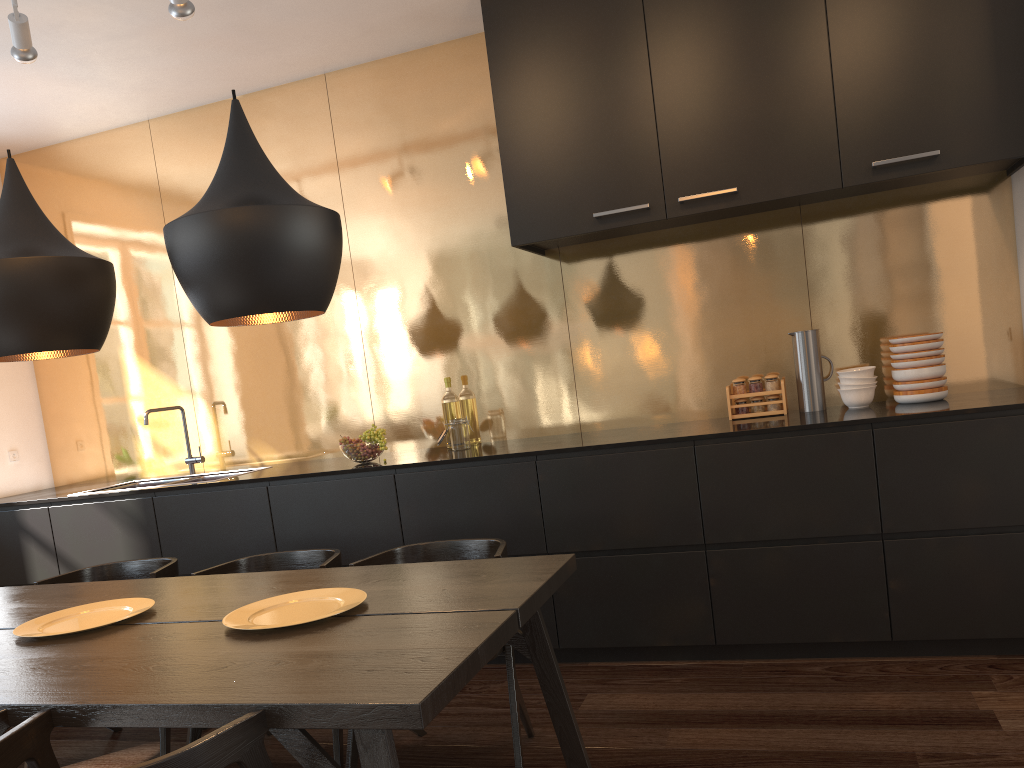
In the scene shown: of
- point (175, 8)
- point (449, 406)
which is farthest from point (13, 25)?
point (449, 406)

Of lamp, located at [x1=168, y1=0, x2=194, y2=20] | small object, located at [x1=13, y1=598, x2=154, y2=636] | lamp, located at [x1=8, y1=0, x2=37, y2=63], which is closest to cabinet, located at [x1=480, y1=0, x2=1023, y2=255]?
lamp, located at [x1=168, y1=0, x2=194, y2=20]

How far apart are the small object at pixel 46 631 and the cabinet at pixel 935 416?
1.32m

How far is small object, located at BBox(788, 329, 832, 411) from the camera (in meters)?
3.69

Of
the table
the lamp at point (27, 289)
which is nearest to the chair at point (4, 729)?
the table

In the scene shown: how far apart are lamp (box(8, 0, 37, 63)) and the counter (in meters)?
1.91

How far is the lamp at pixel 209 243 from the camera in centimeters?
195cm

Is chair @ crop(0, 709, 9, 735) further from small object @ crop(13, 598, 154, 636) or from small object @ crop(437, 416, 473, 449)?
small object @ crop(437, 416, 473, 449)

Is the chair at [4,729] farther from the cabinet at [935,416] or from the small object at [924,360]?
the small object at [924,360]

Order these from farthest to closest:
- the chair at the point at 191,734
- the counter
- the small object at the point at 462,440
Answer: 1. the small object at the point at 462,440
2. the counter
3. the chair at the point at 191,734
